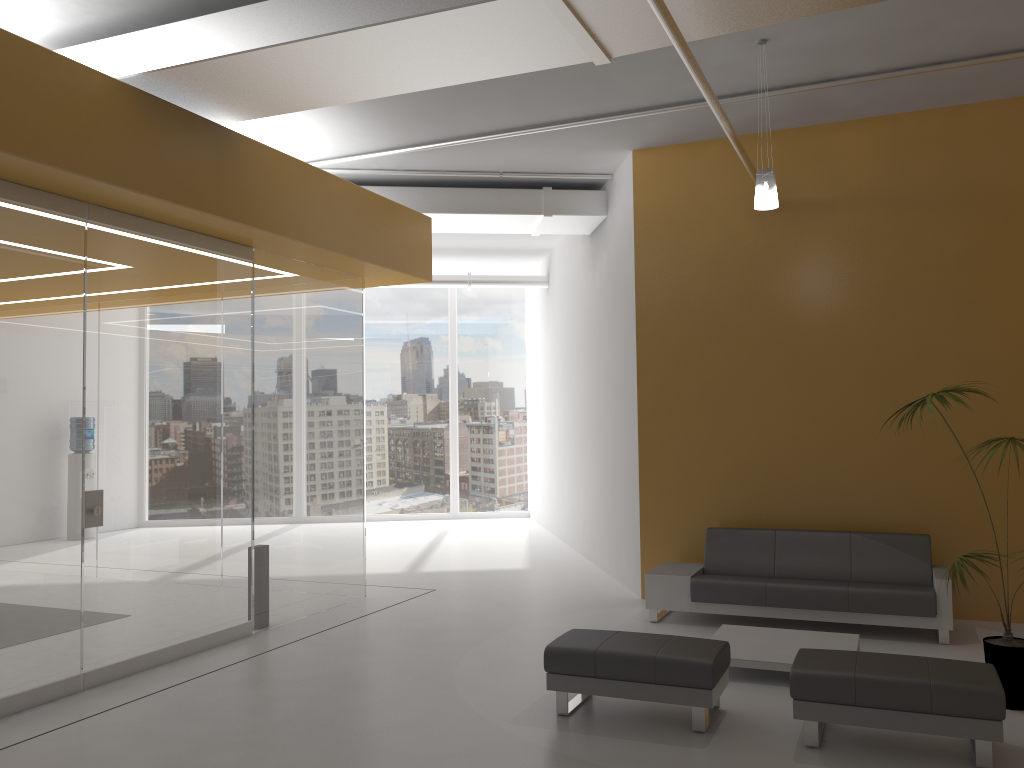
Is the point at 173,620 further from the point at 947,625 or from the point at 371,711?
the point at 947,625

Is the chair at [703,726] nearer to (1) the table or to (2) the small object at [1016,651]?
(1) the table

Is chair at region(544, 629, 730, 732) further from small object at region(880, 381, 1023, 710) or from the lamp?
the lamp

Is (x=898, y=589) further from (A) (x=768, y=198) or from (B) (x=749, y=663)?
(A) (x=768, y=198)

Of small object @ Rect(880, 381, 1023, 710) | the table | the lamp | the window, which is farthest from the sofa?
the window

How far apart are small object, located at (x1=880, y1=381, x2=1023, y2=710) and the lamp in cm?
170

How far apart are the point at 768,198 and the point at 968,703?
3.5 meters

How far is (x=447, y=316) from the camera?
16.80m

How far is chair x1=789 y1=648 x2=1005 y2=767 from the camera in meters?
4.4

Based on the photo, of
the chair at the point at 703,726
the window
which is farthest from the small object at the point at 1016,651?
the window
